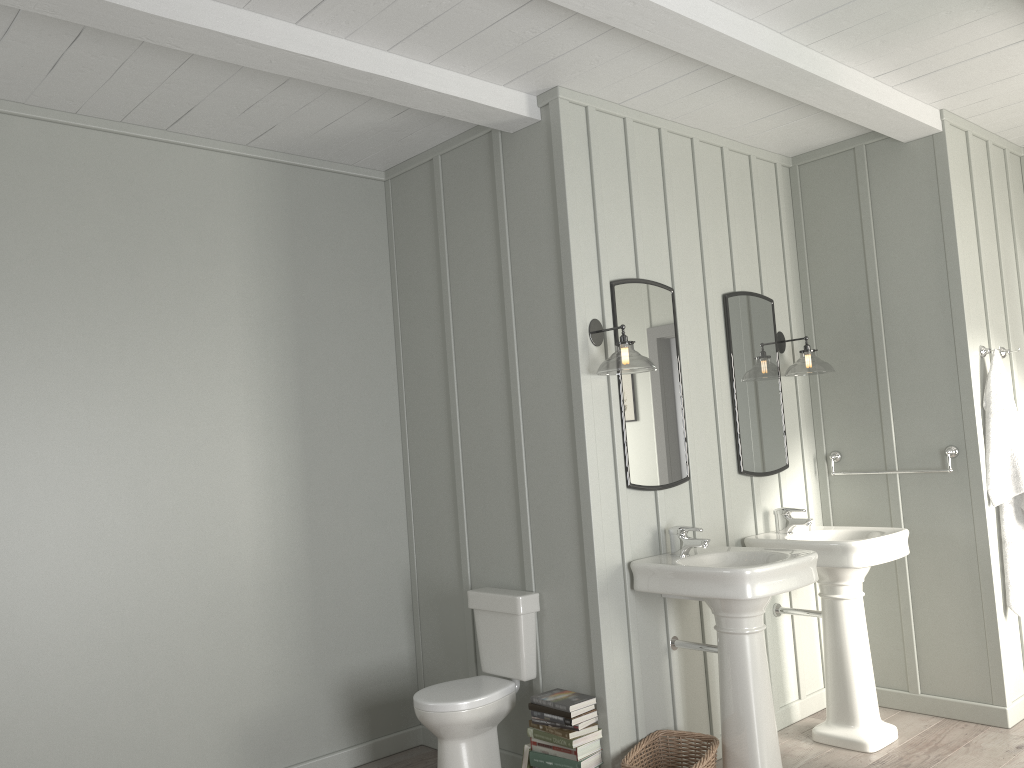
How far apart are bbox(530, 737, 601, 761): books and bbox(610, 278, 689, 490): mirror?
1.0 meters

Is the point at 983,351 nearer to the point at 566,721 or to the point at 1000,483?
the point at 1000,483

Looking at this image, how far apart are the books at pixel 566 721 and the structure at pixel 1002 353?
2.85m

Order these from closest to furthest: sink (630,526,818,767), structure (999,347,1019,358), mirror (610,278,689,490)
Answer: sink (630,526,818,767) < mirror (610,278,689,490) < structure (999,347,1019,358)

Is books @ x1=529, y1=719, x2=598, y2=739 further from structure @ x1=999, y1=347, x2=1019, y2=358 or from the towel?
structure @ x1=999, y1=347, x2=1019, y2=358

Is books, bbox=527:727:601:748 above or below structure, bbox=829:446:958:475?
below

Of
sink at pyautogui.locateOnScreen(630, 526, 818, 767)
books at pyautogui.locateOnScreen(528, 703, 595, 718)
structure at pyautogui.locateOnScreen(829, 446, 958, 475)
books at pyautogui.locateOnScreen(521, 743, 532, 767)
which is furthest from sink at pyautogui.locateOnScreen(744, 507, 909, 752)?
books at pyautogui.locateOnScreen(521, 743, 532, 767)

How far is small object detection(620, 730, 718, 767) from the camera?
3.22m

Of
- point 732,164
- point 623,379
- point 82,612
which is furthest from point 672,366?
point 82,612

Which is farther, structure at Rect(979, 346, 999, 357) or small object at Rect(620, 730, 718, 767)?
structure at Rect(979, 346, 999, 357)
